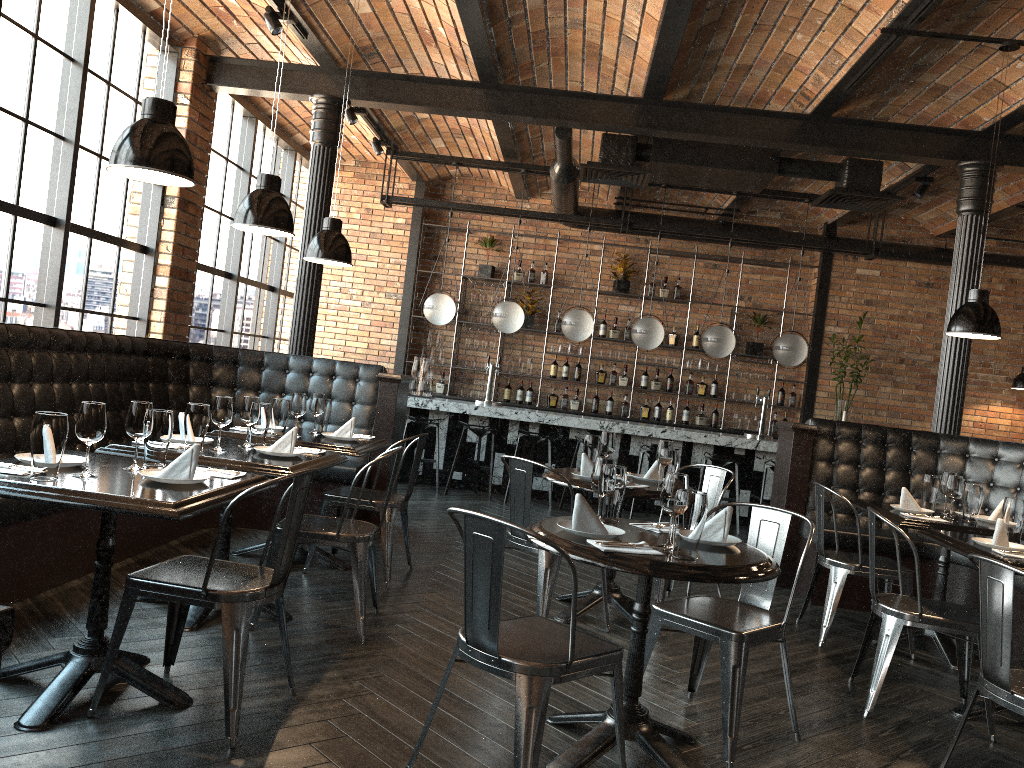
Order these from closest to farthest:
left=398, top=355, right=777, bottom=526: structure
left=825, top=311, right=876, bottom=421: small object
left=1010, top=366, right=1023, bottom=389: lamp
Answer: left=398, top=355, right=777, bottom=526: structure, left=1010, top=366, right=1023, bottom=389: lamp, left=825, top=311, right=876, bottom=421: small object

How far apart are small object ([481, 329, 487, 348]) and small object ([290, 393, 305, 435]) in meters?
6.0 m

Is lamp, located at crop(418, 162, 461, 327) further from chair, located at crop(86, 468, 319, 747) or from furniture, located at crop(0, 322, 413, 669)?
chair, located at crop(86, 468, 319, 747)

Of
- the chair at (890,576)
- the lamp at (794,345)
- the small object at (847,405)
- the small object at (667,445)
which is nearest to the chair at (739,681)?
the small object at (667,445)

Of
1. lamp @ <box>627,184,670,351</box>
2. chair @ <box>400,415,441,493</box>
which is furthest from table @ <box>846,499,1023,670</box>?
chair @ <box>400,415,441,493</box>

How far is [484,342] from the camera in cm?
1100

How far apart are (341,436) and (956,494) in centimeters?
343cm

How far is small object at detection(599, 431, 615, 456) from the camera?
4.9m

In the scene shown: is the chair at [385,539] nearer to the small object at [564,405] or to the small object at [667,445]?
the small object at [667,445]

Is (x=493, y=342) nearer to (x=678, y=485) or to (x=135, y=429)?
(x=135, y=429)
